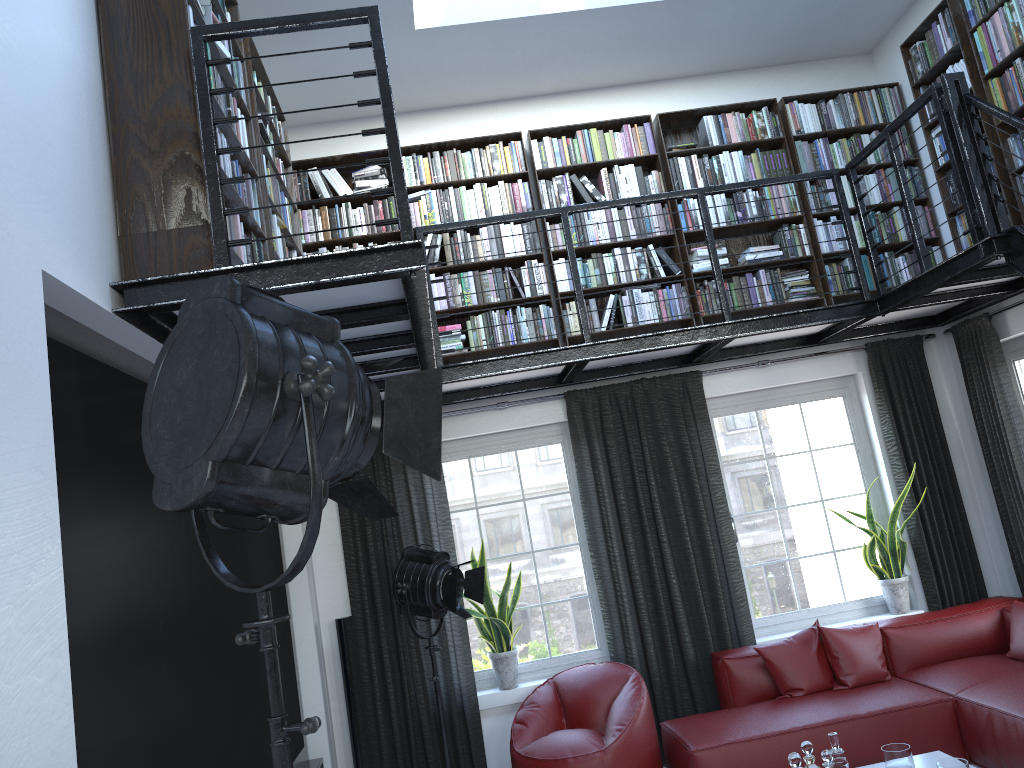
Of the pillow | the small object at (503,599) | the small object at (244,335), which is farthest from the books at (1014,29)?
the small object at (244,335)

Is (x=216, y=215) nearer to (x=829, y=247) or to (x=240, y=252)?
(x=240, y=252)

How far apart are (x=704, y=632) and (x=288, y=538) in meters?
2.7

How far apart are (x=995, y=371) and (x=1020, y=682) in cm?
194

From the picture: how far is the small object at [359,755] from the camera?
5.3 meters

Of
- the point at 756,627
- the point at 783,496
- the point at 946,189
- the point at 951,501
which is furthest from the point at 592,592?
the point at 946,189

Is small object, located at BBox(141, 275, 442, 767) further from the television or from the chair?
the chair

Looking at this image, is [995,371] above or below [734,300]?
below

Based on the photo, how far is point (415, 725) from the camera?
5.5 meters

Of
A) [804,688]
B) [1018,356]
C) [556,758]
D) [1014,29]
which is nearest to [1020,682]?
[804,688]
